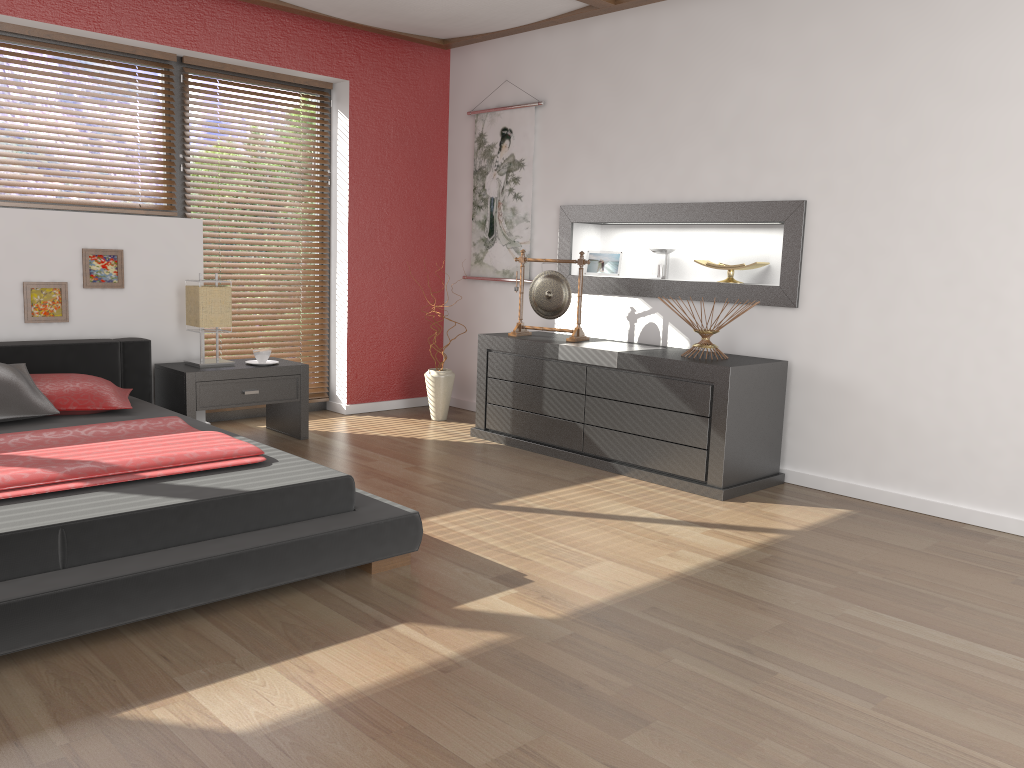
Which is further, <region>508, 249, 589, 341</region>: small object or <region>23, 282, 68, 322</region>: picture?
<region>508, 249, 589, 341</region>: small object

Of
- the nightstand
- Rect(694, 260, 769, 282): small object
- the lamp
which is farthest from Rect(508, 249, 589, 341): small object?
the lamp

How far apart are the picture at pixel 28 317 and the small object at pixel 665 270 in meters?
3.1

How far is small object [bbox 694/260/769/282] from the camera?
4.6m

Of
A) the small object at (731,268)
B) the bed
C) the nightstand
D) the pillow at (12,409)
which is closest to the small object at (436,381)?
the nightstand

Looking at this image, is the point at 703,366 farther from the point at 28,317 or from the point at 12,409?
the point at 28,317

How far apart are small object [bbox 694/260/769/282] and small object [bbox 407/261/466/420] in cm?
180

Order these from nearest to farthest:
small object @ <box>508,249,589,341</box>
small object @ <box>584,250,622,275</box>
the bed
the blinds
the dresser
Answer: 1. the bed
2. the dresser
3. small object @ <box>508,249,589,341</box>
4. small object @ <box>584,250,622,275</box>
5. the blinds

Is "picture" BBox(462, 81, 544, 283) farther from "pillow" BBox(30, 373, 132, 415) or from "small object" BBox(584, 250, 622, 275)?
"pillow" BBox(30, 373, 132, 415)

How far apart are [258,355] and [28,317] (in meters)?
1.12
